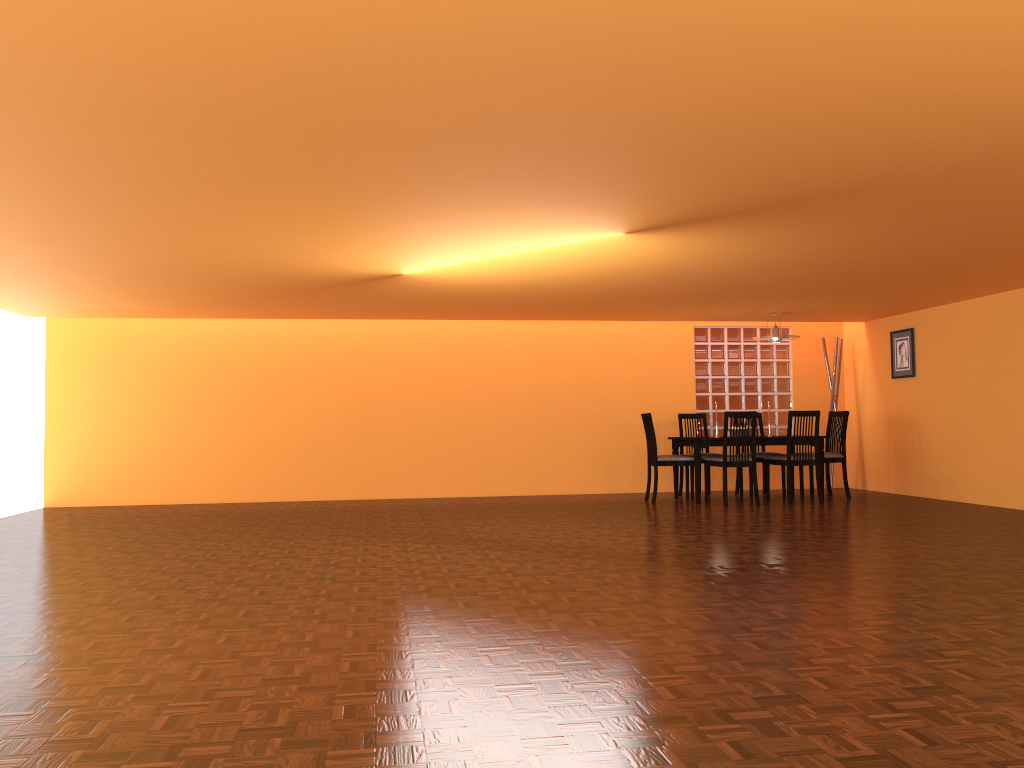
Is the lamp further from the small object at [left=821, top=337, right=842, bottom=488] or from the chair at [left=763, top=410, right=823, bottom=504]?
the small object at [left=821, top=337, right=842, bottom=488]

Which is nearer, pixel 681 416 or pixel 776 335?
pixel 776 335

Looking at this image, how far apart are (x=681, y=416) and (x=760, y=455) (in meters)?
0.84

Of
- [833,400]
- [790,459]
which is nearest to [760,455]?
[790,459]

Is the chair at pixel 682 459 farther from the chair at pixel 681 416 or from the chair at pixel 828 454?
the chair at pixel 828 454

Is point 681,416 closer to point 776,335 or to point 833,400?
point 776,335

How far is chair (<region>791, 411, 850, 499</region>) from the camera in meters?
8.1

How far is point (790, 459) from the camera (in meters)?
7.61

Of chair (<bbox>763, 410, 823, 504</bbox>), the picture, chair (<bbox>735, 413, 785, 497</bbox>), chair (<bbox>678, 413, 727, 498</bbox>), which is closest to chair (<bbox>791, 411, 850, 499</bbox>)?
chair (<bbox>763, 410, 823, 504</bbox>)

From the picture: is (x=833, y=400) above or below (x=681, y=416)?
above
